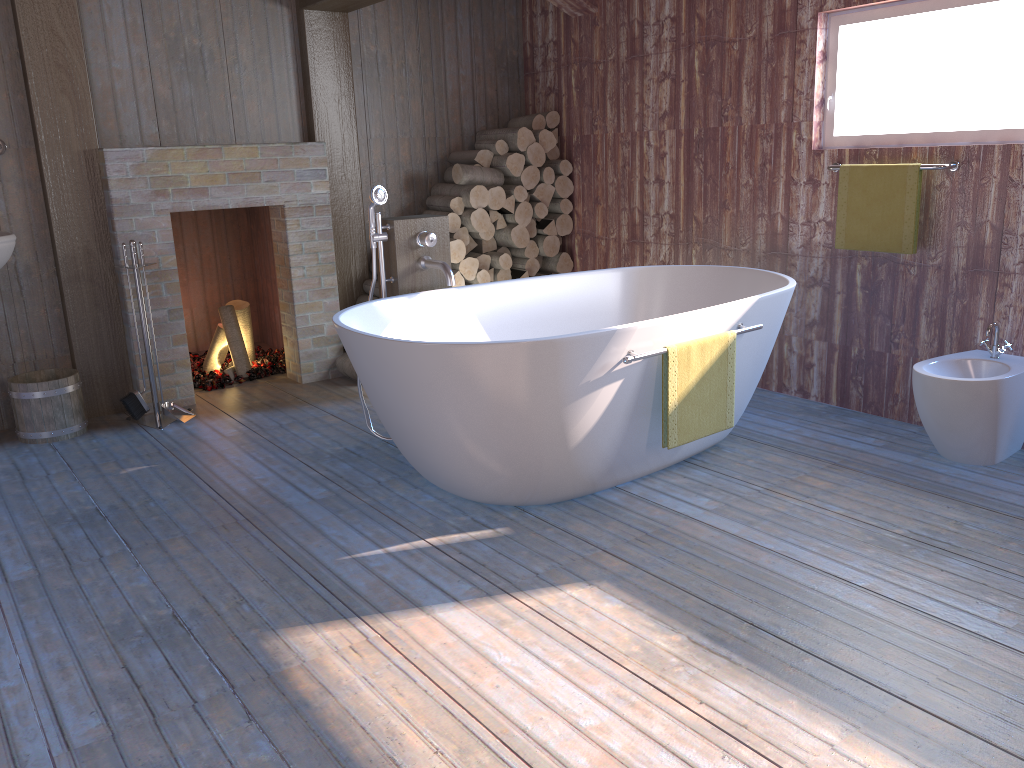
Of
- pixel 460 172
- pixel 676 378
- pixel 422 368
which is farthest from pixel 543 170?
pixel 422 368

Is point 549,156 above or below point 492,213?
above

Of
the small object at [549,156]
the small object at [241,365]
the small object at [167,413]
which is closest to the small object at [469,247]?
the small object at [549,156]

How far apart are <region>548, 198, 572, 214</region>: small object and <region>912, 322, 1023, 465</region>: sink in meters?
2.6

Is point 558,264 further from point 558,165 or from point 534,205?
point 558,165

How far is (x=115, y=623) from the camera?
2.4 meters

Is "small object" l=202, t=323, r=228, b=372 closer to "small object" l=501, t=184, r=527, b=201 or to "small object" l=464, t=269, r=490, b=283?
"small object" l=464, t=269, r=490, b=283

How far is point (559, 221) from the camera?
5.5 meters

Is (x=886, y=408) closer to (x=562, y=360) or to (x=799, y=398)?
(x=799, y=398)

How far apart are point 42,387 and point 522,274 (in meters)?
2.66
